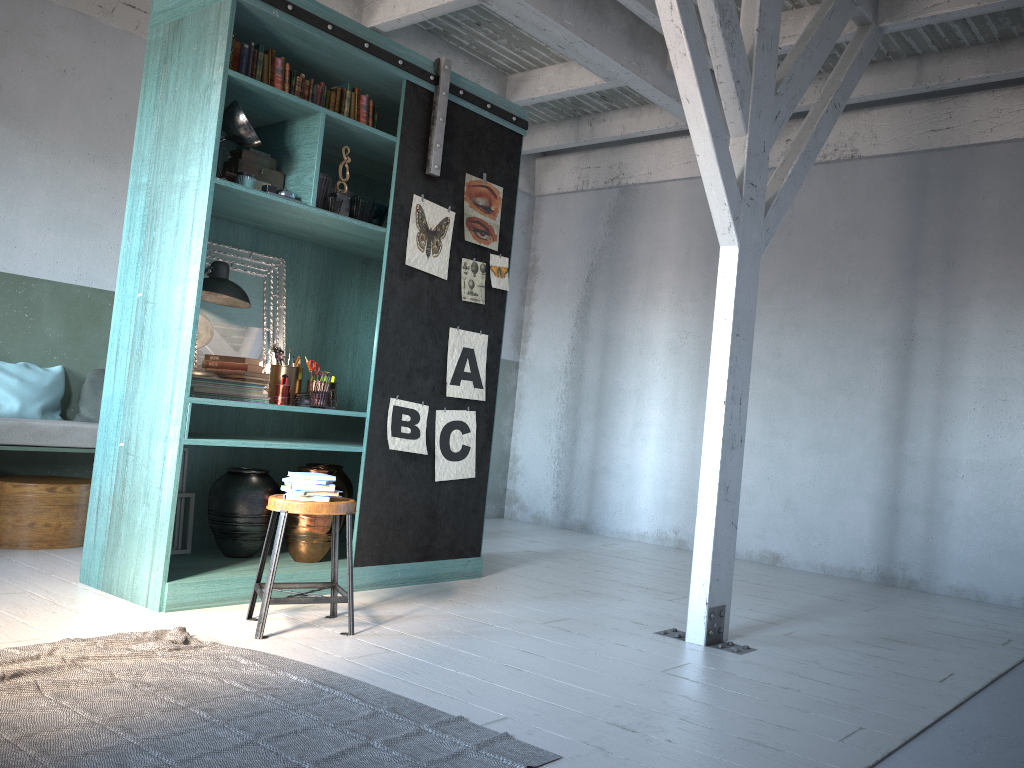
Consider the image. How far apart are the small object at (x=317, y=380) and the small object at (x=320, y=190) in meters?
1.0

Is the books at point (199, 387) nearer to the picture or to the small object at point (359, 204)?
the picture

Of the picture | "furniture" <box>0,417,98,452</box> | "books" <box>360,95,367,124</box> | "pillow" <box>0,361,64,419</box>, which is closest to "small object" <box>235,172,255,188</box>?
"books" <box>360,95,367,124</box>

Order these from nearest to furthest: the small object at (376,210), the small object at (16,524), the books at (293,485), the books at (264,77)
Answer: the books at (293,485)
the books at (264,77)
the small object at (376,210)
the small object at (16,524)

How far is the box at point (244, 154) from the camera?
5.3m

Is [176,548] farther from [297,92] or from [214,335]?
[297,92]

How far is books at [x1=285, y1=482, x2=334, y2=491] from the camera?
4.43m

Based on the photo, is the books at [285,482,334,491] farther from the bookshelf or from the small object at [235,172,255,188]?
the small object at [235,172,255,188]

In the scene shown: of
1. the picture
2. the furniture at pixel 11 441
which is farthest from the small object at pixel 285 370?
the furniture at pixel 11 441

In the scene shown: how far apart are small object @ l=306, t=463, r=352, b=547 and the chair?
1.2m
